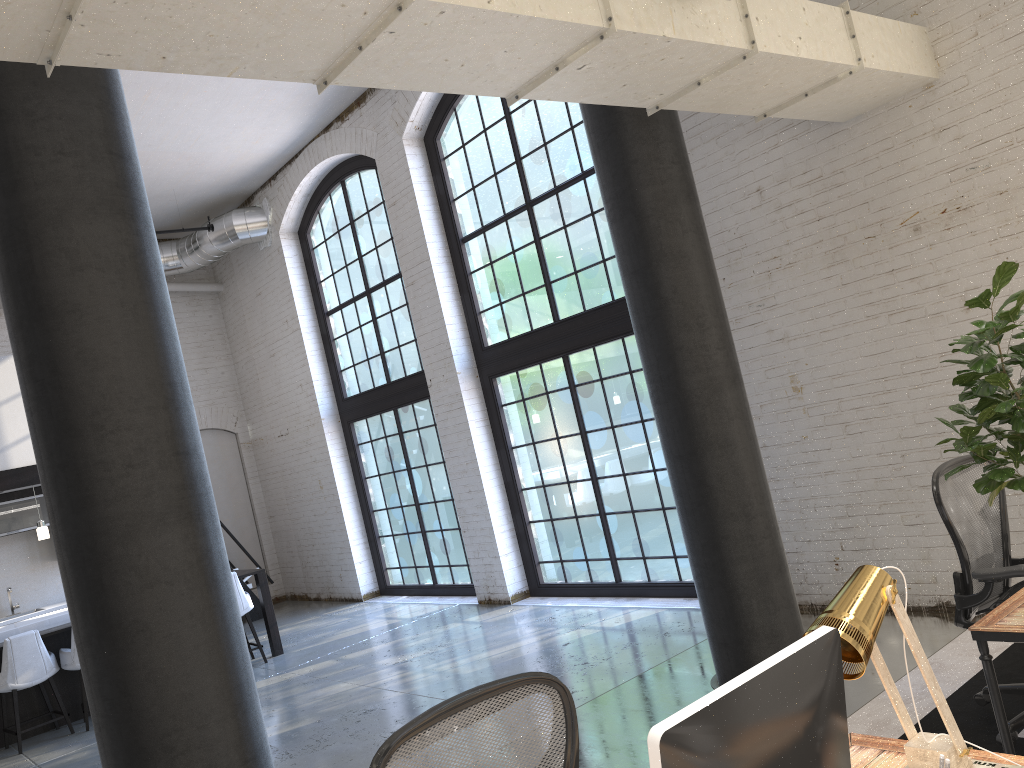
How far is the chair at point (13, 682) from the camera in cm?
728

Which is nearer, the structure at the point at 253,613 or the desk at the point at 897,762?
the desk at the point at 897,762

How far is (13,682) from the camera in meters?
7.3 m

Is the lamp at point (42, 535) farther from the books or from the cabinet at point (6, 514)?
the books

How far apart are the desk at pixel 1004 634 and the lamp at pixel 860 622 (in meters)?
0.95

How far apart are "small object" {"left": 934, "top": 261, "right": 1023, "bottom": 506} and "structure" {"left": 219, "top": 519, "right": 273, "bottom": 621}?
10.16m

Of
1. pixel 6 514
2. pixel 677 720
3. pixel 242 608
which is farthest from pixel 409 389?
pixel 677 720

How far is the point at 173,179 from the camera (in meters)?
10.44

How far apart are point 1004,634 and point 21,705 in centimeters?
796cm

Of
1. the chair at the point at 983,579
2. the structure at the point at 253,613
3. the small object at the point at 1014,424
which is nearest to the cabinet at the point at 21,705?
the structure at the point at 253,613
